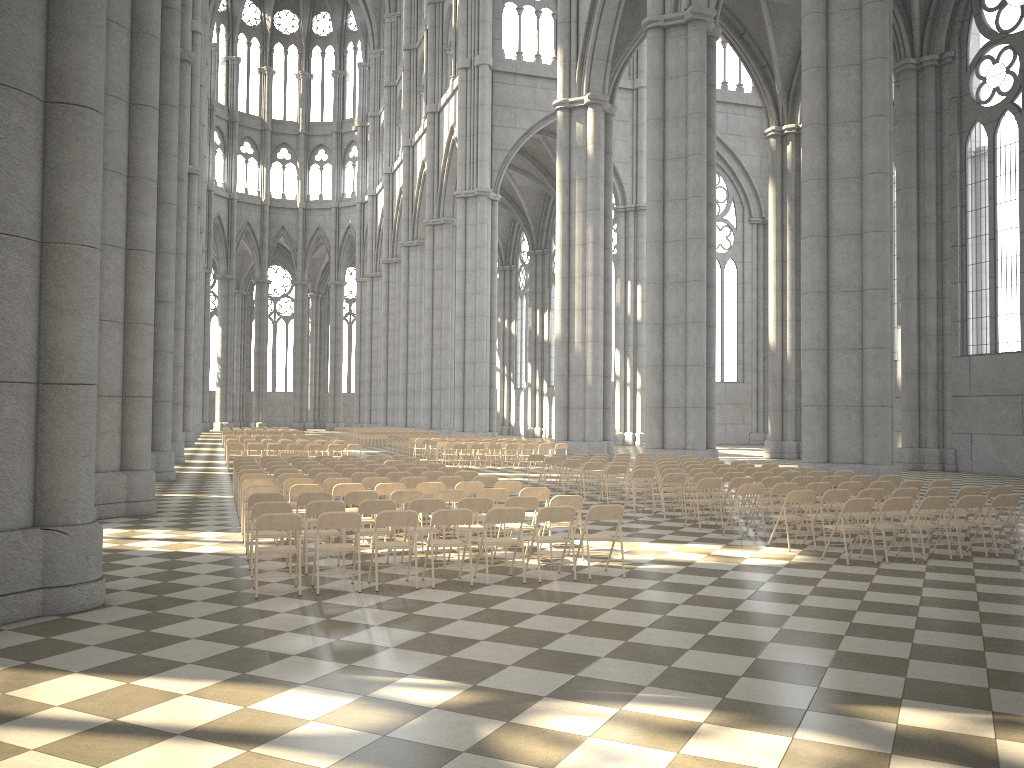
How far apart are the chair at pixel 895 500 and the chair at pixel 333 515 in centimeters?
650cm

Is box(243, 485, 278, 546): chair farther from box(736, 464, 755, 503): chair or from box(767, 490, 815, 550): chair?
box(736, 464, 755, 503): chair

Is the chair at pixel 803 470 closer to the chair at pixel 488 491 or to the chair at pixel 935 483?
the chair at pixel 935 483

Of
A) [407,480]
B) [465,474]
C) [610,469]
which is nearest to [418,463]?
[465,474]

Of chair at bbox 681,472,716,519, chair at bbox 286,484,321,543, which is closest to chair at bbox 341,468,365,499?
chair at bbox 286,484,321,543

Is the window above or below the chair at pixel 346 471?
above

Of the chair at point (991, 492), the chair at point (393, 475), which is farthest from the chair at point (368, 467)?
the chair at point (991, 492)

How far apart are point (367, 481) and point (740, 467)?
8.41m

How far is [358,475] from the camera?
14.7 meters

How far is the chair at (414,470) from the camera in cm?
1612
